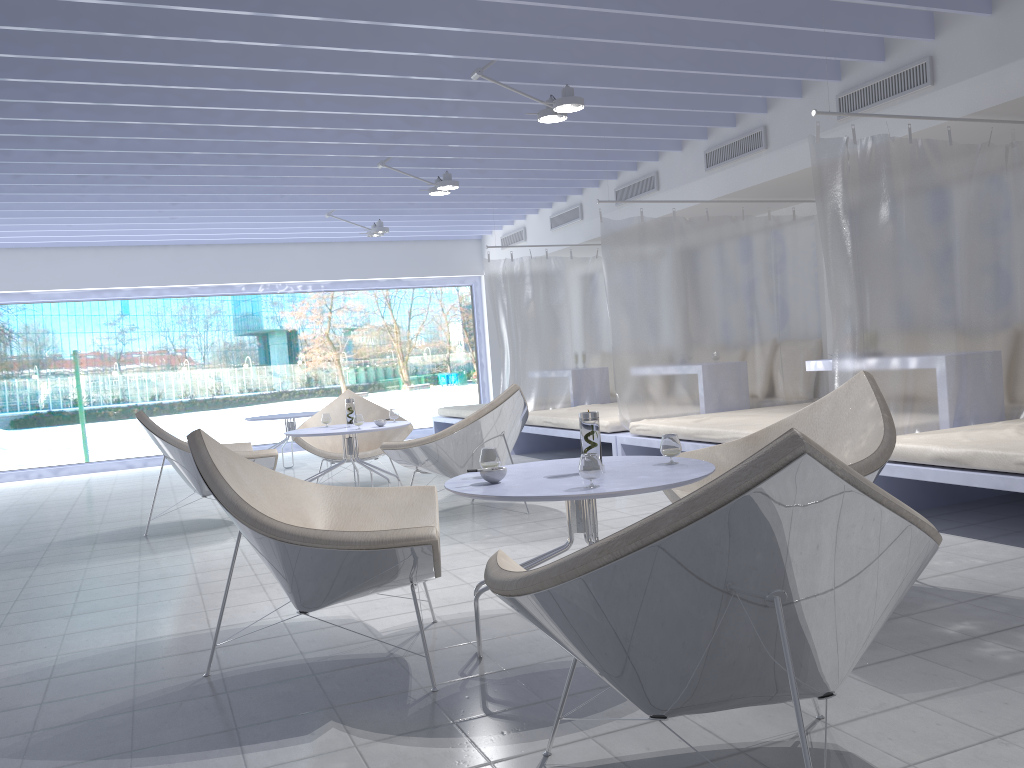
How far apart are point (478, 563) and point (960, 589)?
1.93m

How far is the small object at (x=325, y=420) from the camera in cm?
600

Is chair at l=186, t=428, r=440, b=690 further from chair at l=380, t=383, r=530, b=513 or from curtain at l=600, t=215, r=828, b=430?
curtain at l=600, t=215, r=828, b=430

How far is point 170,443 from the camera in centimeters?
518cm

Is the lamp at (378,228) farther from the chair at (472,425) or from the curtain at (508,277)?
the chair at (472,425)

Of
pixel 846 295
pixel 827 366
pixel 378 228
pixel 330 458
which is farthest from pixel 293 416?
pixel 846 295

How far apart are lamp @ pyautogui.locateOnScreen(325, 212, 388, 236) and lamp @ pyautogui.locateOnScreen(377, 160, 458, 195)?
1.8m

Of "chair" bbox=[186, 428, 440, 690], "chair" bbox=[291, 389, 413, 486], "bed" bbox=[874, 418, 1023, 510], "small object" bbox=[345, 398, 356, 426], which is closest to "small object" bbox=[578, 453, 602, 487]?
"chair" bbox=[186, 428, 440, 690]

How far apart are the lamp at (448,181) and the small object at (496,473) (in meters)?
4.44

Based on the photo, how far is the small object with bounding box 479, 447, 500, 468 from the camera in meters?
2.8
